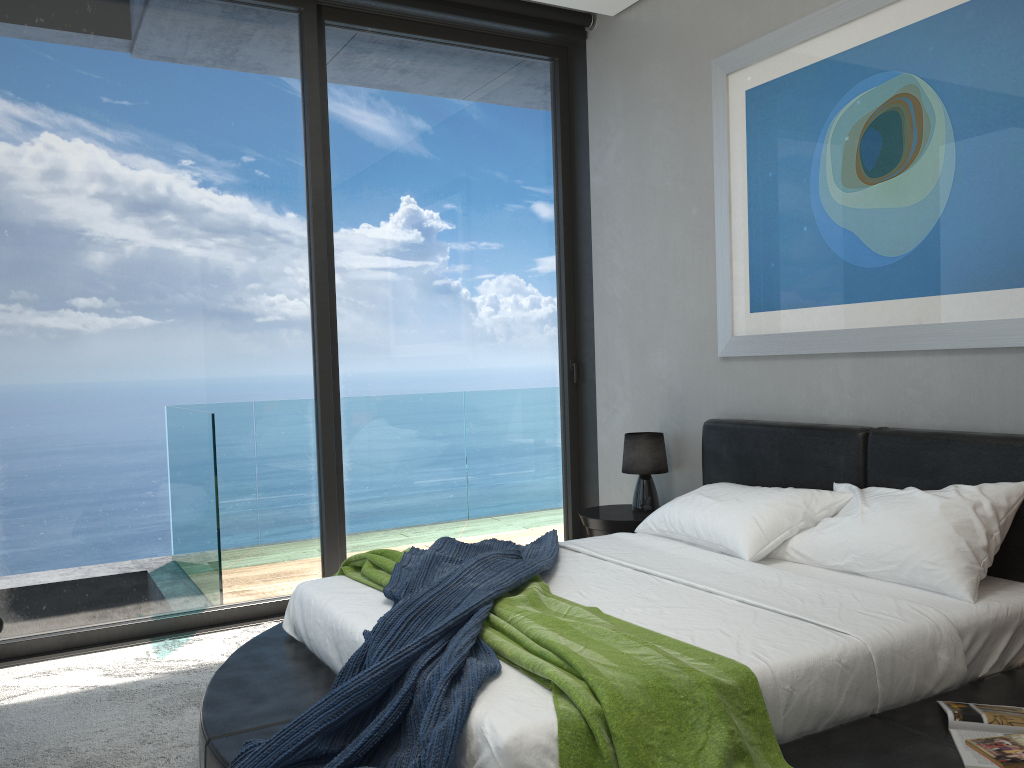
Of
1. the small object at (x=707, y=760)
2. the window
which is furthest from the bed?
the window

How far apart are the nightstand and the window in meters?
0.6 m

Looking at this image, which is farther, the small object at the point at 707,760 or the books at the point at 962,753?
the books at the point at 962,753

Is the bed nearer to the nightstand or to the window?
the nightstand

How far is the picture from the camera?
3.0 meters

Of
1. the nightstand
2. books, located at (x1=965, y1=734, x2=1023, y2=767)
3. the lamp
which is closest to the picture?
the lamp

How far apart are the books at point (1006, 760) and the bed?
0.0m

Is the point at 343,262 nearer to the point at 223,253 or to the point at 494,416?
the point at 223,253

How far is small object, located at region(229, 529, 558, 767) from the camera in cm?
199

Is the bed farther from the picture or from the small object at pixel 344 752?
the picture
